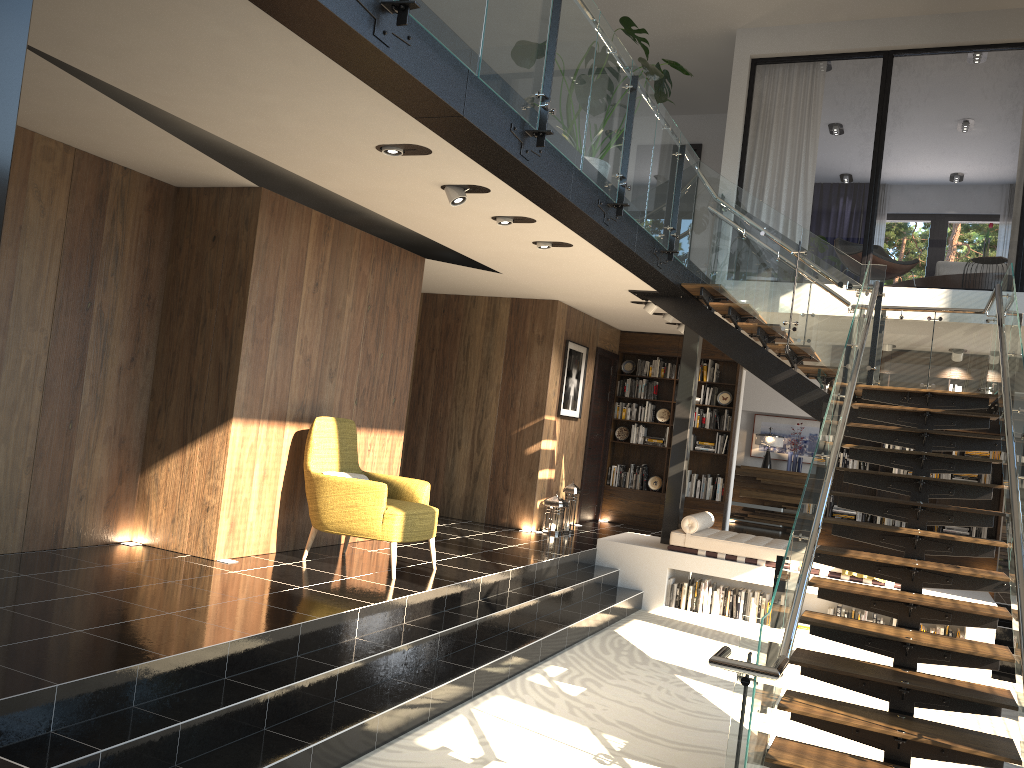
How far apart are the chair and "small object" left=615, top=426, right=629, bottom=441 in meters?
5.9

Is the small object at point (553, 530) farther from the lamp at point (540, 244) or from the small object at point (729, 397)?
the lamp at point (540, 244)

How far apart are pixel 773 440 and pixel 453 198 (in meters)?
10.43

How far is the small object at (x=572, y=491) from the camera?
10.4m

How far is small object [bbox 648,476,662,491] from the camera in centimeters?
1223cm

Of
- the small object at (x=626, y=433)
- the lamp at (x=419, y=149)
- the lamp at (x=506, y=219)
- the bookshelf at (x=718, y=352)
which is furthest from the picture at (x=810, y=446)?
the lamp at (x=419, y=149)

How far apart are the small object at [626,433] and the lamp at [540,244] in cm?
576

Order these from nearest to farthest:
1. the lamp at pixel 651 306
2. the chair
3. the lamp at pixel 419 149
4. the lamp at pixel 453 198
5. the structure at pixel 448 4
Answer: the structure at pixel 448 4 < the lamp at pixel 419 149 < the lamp at pixel 453 198 < the chair < the lamp at pixel 651 306

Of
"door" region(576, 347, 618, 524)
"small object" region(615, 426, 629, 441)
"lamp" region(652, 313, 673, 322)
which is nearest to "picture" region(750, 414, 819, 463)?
"small object" region(615, 426, 629, 441)

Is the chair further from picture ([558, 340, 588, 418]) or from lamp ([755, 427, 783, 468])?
lamp ([755, 427, 783, 468])
